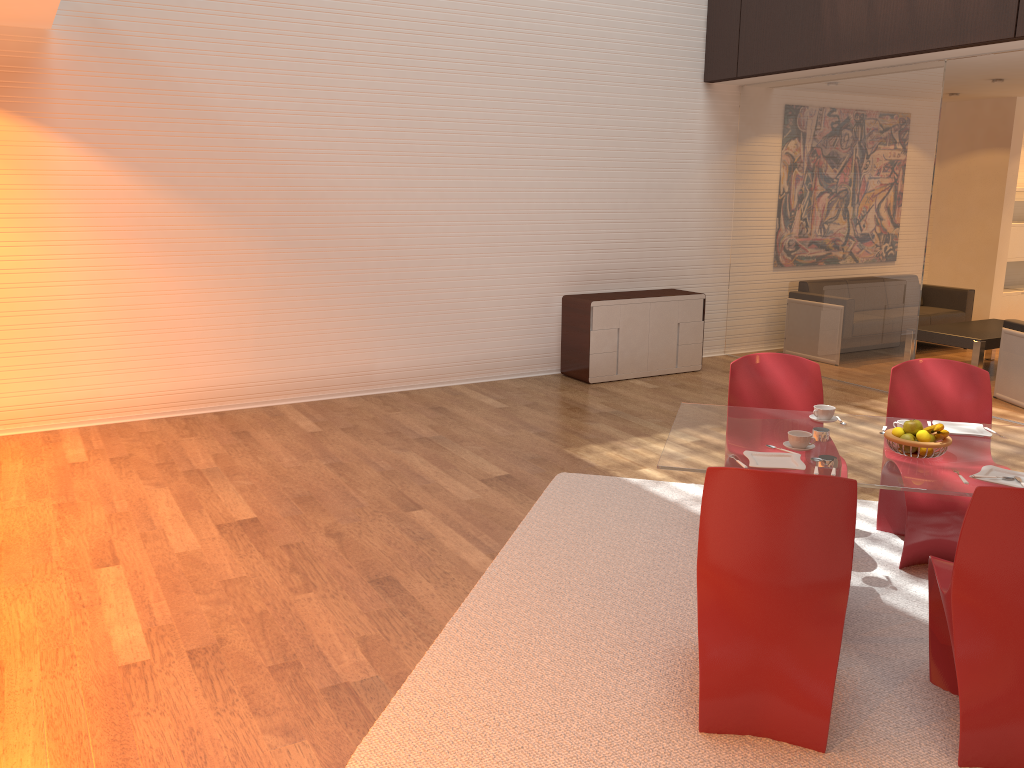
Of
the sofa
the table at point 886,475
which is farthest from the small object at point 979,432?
the sofa

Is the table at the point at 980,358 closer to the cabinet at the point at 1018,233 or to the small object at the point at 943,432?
the cabinet at the point at 1018,233

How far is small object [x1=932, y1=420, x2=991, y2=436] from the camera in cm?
365

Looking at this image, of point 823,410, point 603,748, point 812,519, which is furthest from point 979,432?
point 603,748

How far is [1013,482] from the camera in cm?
303

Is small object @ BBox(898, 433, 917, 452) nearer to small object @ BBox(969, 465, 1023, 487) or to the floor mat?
small object @ BBox(969, 465, 1023, 487)

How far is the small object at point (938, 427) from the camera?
3.3 meters

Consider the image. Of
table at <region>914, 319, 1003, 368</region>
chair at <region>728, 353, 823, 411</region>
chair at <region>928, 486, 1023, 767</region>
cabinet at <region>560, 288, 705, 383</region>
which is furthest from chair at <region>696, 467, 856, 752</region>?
table at <region>914, 319, 1003, 368</region>

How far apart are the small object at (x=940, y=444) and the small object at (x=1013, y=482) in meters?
0.2

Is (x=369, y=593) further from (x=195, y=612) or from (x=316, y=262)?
(x=316, y=262)
